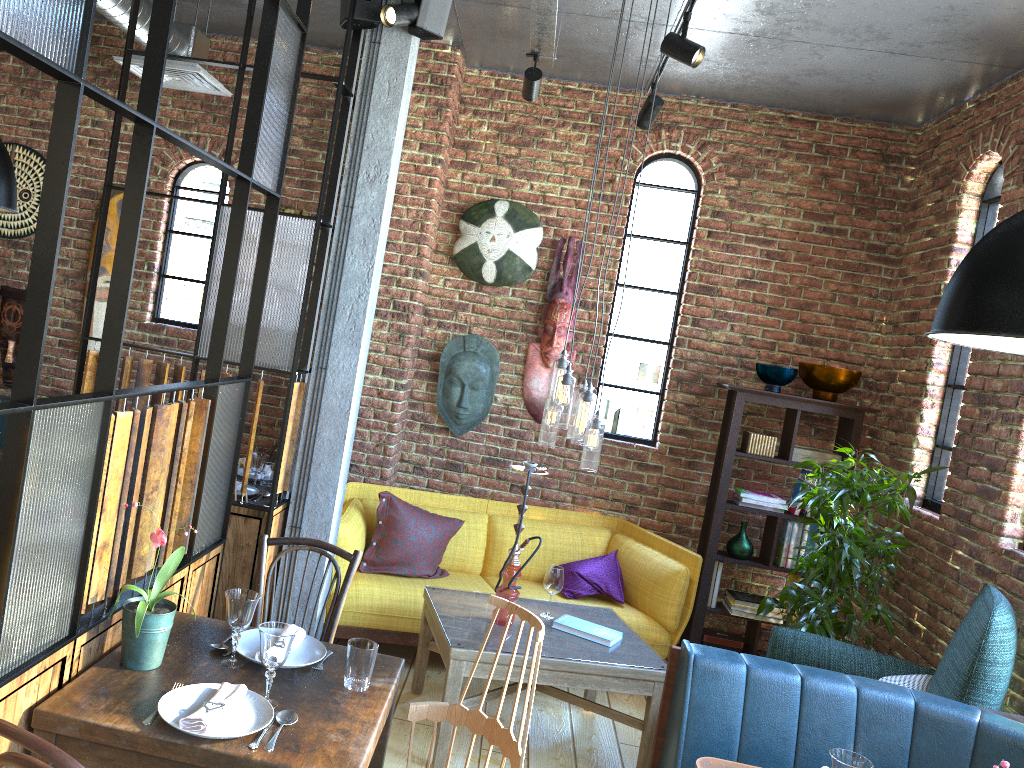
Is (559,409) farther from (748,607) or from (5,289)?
(5,289)

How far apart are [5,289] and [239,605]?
4.1m

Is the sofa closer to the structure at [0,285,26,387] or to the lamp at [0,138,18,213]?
the lamp at [0,138,18,213]

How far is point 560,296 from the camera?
5.27m

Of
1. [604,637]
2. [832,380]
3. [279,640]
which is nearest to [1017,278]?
[279,640]

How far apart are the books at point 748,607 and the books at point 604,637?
1.42m

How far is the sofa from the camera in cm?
436

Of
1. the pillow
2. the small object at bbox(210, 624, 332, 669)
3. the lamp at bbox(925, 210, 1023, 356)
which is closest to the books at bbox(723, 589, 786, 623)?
the pillow

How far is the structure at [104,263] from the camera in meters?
5.4 m

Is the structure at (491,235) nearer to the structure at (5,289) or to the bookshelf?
the bookshelf
